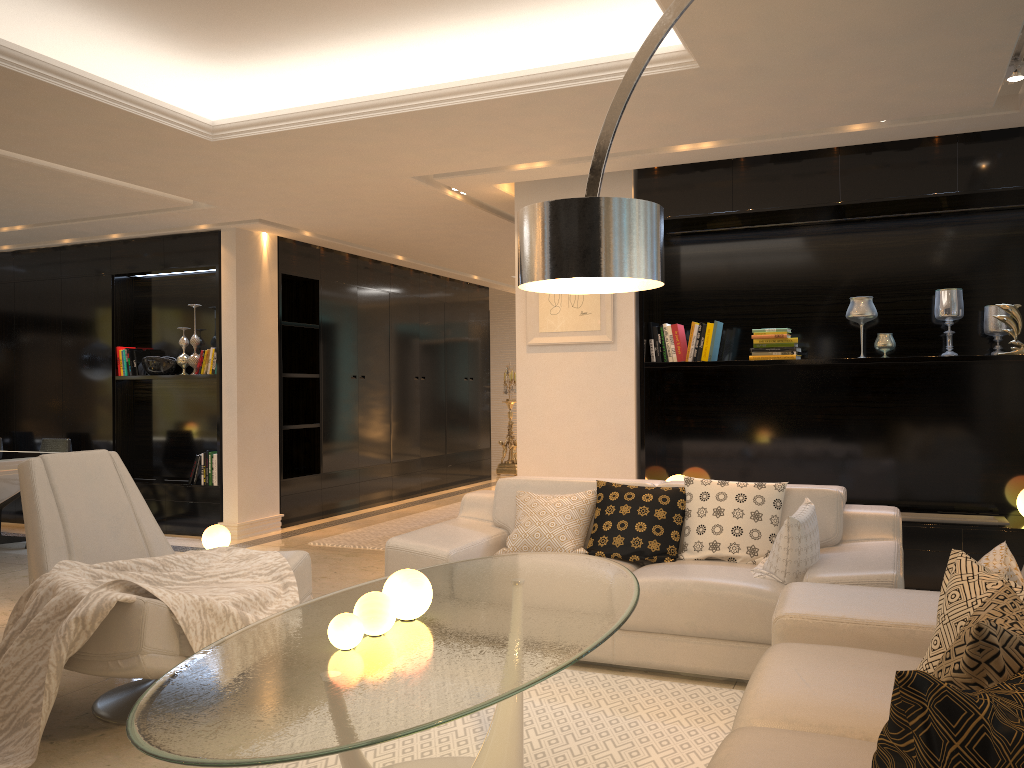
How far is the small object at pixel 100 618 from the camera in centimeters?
297cm

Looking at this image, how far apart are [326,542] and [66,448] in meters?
2.4

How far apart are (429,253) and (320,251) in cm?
110

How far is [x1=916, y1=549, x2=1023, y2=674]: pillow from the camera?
2.22m

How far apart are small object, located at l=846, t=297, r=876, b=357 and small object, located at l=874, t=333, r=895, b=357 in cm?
13

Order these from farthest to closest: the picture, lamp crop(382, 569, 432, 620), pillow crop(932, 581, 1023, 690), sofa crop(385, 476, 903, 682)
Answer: the picture, sofa crop(385, 476, 903, 682), lamp crop(382, 569, 432, 620), pillow crop(932, 581, 1023, 690)

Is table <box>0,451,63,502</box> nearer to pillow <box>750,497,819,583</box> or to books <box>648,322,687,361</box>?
books <box>648,322,687,361</box>

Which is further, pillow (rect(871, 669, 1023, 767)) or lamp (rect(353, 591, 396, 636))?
lamp (rect(353, 591, 396, 636))

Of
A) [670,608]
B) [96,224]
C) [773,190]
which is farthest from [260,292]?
[670,608]

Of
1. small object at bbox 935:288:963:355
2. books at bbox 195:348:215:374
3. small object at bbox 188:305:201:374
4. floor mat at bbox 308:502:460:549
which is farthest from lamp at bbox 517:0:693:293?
small object at bbox 188:305:201:374
